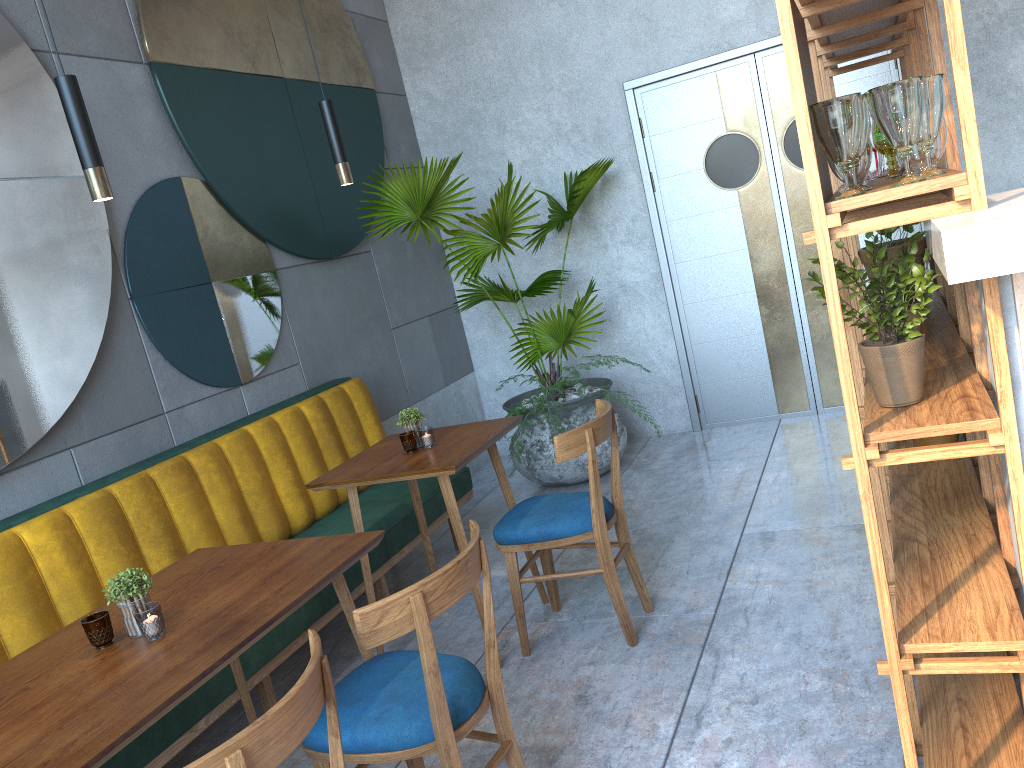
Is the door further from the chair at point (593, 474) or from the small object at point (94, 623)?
the small object at point (94, 623)

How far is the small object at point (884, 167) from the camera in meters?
2.4

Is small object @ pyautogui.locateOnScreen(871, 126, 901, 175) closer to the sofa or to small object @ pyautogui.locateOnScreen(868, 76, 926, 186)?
small object @ pyautogui.locateOnScreen(868, 76, 926, 186)

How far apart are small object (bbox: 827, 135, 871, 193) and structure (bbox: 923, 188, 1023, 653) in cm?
16

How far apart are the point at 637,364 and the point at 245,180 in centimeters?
227cm

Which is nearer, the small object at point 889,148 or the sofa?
the small object at point 889,148

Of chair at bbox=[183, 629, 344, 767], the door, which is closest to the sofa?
chair at bbox=[183, 629, 344, 767]

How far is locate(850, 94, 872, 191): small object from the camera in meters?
1.6 m

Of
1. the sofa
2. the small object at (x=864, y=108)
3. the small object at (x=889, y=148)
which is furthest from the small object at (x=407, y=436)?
the small object at (x=864, y=108)

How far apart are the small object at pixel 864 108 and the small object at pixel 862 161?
0.09m
